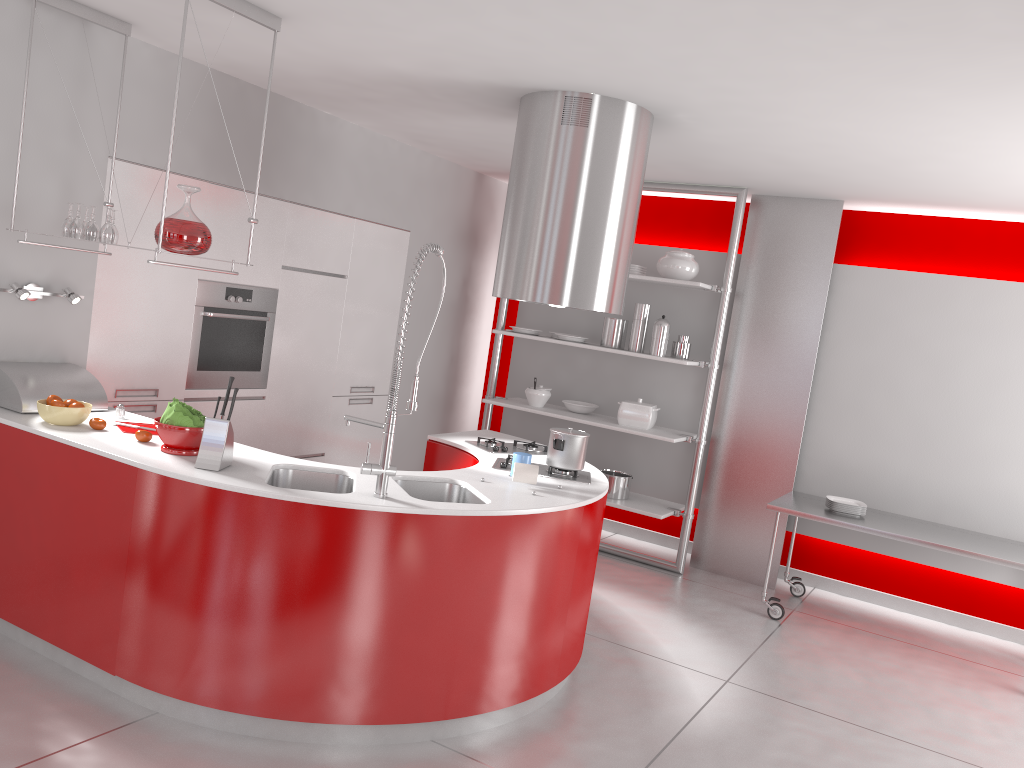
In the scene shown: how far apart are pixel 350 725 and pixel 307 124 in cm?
349

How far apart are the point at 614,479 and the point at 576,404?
0.6 meters

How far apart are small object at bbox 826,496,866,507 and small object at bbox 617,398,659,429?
1.3 meters

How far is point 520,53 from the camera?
3.48m

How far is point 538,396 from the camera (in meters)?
6.36

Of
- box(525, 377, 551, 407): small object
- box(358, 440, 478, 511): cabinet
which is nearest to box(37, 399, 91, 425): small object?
box(358, 440, 478, 511): cabinet

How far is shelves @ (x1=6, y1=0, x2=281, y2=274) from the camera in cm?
331

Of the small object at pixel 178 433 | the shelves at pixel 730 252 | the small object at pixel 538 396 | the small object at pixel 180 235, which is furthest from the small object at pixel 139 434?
the small object at pixel 538 396

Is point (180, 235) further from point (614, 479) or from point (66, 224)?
point (614, 479)

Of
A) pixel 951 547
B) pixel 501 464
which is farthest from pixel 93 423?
pixel 951 547
